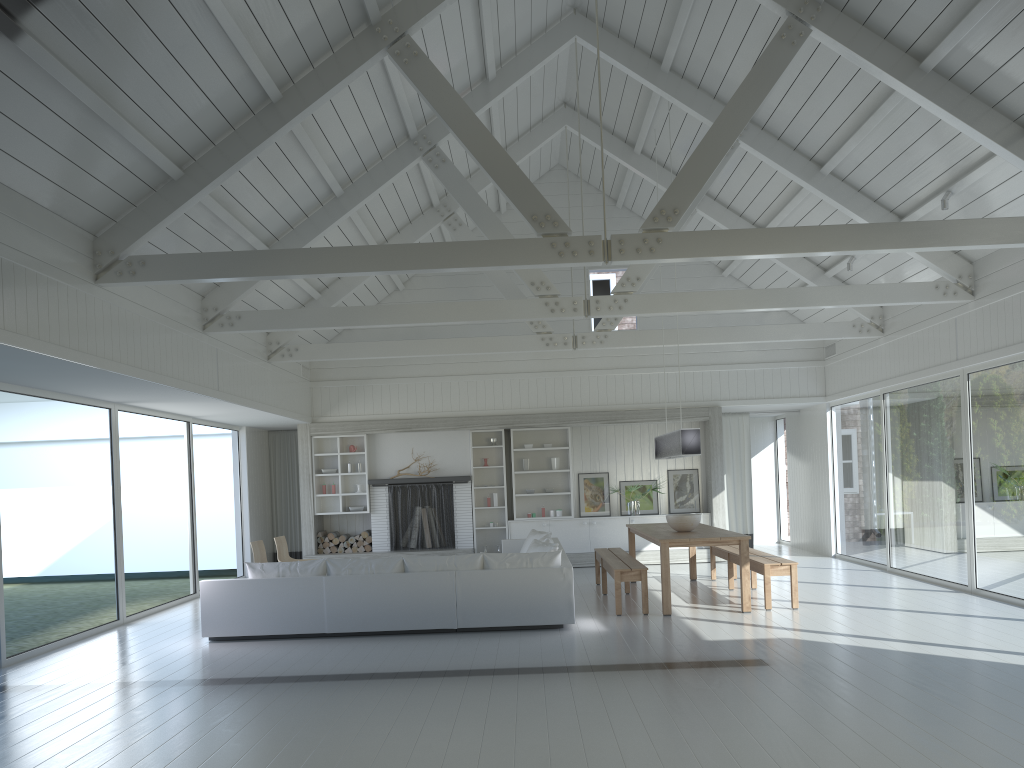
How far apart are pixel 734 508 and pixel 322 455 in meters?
6.9

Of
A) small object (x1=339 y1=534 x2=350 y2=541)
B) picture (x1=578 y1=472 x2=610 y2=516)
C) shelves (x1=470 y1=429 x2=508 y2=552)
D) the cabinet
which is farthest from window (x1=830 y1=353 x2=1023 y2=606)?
small object (x1=339 y1=534 x2=350 y2=541)

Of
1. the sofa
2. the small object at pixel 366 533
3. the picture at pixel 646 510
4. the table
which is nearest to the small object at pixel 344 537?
the small object at pixel 366 533

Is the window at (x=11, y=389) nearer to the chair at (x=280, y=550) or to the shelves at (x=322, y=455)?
the chair at (x=280, y=550)

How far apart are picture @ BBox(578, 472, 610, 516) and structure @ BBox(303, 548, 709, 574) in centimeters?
73cm

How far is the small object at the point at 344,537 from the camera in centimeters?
1376cm

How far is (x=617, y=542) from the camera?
13.7m

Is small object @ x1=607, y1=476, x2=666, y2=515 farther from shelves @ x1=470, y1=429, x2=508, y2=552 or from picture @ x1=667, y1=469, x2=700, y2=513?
shelves @ x1=470, y1=429, x2=508, y2=552

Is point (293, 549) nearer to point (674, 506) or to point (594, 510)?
point (594, 510)

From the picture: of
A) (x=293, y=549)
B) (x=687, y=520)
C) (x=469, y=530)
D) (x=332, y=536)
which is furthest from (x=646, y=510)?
(x=293, y=549)
